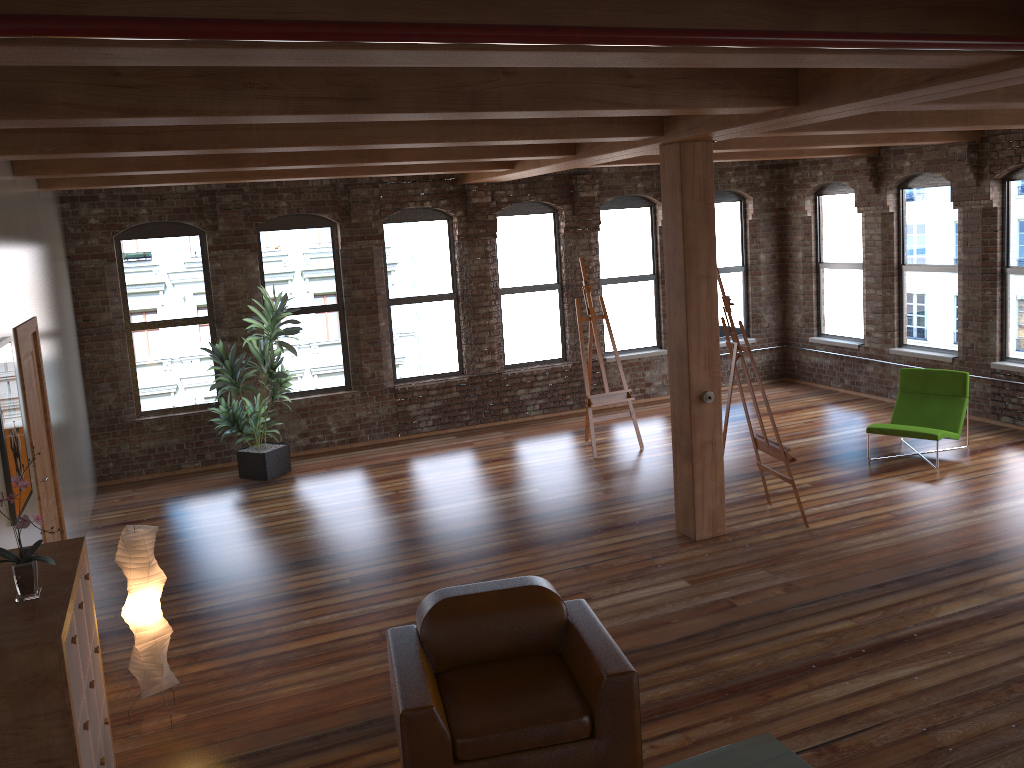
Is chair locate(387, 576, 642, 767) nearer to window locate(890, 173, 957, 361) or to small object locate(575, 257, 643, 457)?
small object locate(575, 257, 643, 457)

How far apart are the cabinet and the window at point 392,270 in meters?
6.9

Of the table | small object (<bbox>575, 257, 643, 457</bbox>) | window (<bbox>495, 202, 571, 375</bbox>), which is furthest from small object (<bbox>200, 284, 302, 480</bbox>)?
the table

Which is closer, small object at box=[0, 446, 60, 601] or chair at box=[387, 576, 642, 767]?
small object at box=[0, 446, 60, 601]

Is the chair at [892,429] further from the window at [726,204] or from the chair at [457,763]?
the chair at [457,763]

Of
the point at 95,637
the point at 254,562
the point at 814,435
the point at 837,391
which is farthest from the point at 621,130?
the point at 837,391

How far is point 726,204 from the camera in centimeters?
1257cm

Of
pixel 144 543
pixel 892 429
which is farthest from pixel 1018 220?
pixel 144 543

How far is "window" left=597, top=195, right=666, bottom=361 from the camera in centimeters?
1196cm

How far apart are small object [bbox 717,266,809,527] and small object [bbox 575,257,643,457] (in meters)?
2.41
